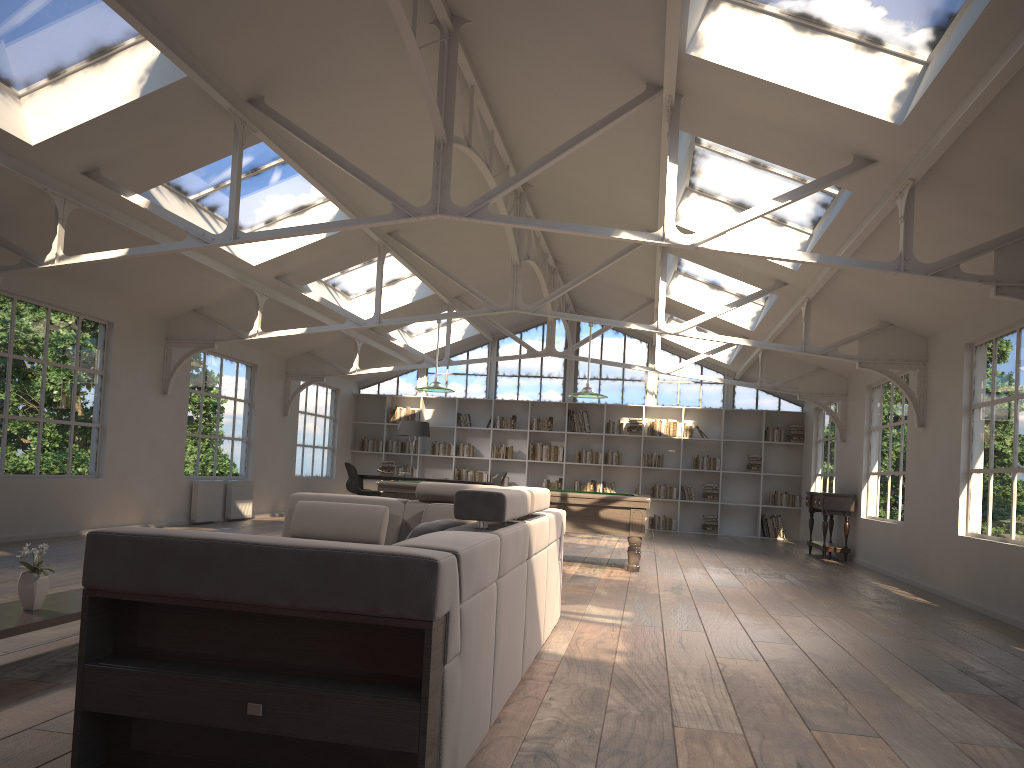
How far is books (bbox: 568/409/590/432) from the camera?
16.9m

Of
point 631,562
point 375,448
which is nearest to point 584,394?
point 631,562

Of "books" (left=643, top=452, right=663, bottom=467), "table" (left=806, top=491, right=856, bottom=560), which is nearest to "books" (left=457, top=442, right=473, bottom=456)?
"books" (left=643, top=452, right=663, bottom=467)

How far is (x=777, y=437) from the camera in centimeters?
1636cm

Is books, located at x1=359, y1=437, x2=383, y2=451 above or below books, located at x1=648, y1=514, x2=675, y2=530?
above

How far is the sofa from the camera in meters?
2.2

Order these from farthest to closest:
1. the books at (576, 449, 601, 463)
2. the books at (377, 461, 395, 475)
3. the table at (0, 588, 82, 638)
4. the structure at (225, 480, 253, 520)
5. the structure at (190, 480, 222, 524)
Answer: the books at (576, 449, 601, 463) < the books at (377, 461, 395, 475) < the structure at (225, 480, 253, 520) < the structure at (190, 480, 222, 524) < the table at (0, 588, 82, 638)

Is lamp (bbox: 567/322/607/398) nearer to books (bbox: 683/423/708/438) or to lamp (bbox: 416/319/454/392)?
lamp (bbox: 416/319/454/392)

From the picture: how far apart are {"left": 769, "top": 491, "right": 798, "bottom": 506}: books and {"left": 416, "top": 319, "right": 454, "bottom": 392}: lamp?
8.4 meters

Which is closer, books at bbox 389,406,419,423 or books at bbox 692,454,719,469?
books at bbox 692,454,719,469
